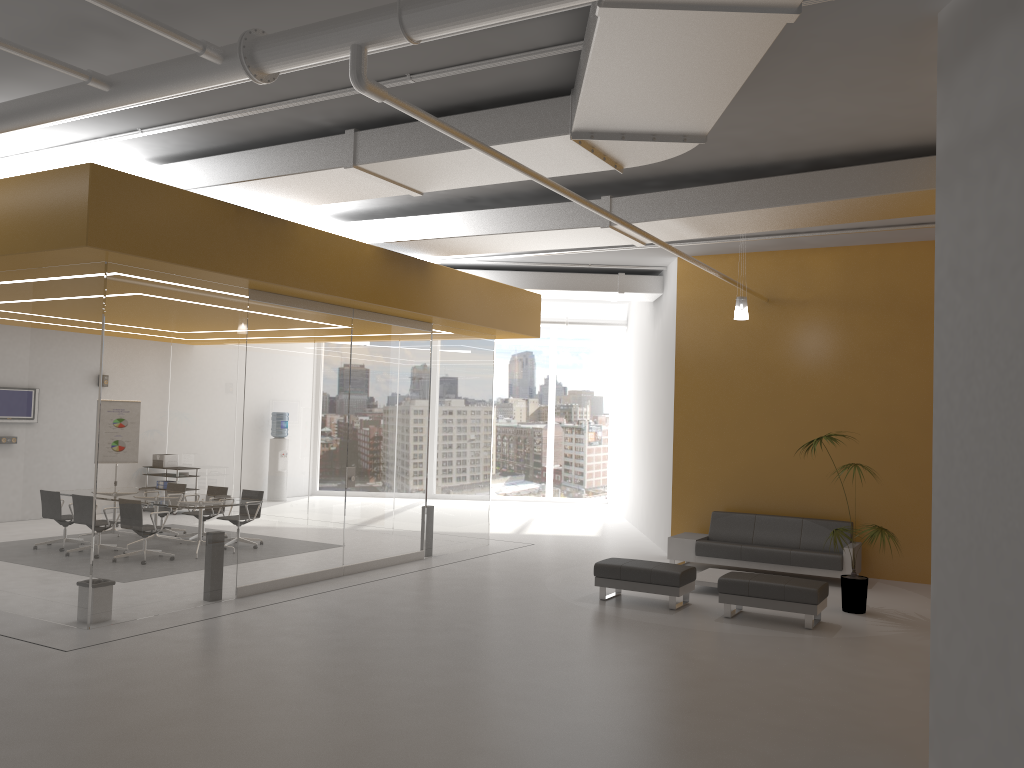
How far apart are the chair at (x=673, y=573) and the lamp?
3.12m

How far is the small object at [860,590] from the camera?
9.5m

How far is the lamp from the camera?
A: 10.7 meters

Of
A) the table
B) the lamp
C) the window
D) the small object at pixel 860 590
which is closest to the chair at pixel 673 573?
the table

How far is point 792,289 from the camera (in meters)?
12.54

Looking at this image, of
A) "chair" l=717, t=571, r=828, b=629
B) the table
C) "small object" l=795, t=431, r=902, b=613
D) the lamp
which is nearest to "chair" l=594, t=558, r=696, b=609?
"chair" l=717, t=571, r=828, b=629

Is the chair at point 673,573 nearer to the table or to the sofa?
the table

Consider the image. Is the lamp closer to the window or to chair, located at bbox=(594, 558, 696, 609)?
chair, located at bbox=(594, 558, 696, 609)

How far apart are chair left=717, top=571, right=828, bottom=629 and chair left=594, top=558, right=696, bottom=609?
0.44m

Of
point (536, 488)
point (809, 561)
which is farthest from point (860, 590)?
point (536, 488)
